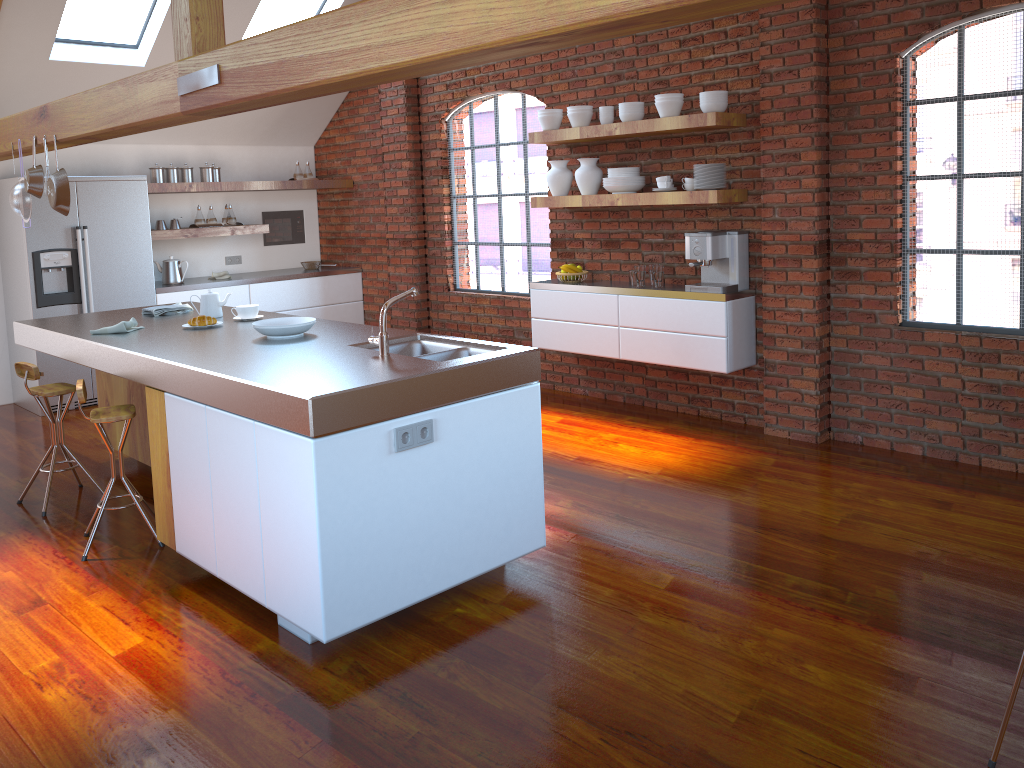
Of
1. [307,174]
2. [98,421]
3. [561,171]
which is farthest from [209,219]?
[98,421]

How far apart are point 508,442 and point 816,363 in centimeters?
248cm

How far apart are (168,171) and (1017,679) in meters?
7.0

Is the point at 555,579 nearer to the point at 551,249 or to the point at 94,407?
the point at 551,249

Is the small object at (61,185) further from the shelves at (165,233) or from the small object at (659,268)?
the small object at (659,268)

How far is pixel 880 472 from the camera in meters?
4.6 m

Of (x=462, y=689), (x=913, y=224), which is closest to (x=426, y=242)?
(x=913, y=224)

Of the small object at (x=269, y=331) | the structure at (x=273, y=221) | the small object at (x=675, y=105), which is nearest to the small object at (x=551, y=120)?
the small object at (x=675, y=105)

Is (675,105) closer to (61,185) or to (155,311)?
(155,311)

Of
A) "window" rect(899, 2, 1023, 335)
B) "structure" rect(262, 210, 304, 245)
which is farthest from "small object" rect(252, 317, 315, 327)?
"structure" rect(262, 210, 304, 245)
